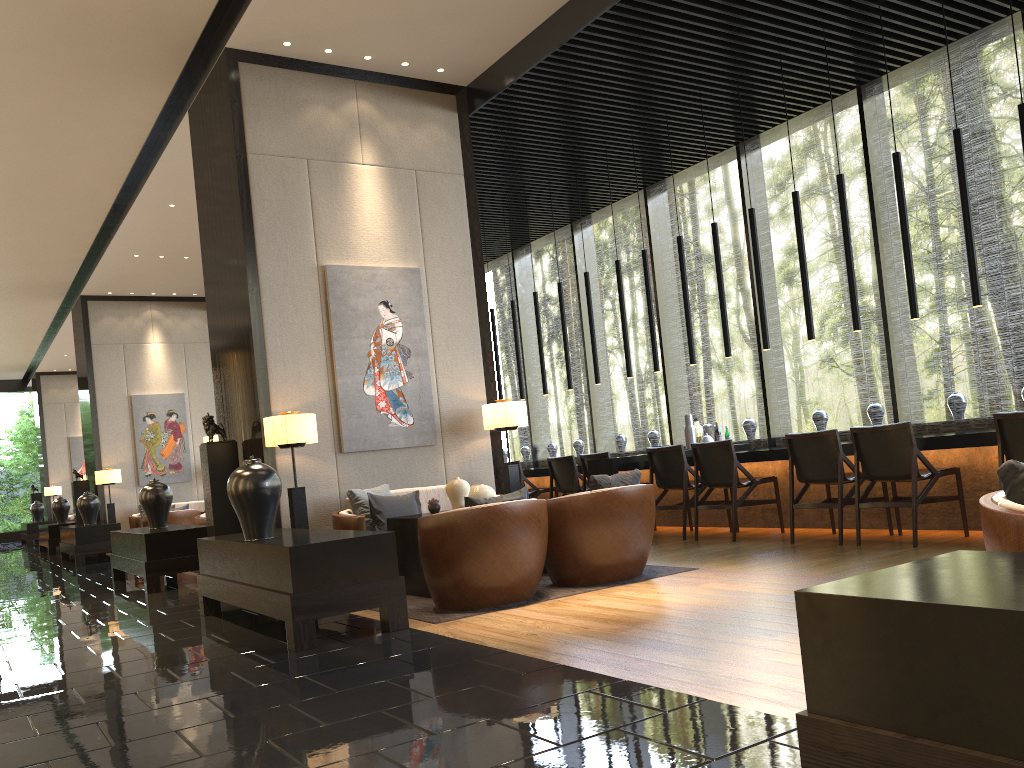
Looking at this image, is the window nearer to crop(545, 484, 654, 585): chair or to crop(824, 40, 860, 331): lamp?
crop(824, 40, 860, 331): lamp

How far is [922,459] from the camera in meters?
5.9

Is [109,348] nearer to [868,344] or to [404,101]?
[404,101]

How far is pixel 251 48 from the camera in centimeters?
693cm

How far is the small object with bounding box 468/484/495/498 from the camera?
6.2m

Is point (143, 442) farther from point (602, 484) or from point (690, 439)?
point (602, 484)

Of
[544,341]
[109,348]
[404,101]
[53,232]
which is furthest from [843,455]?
[544,341]

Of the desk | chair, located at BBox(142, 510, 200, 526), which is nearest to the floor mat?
the desk

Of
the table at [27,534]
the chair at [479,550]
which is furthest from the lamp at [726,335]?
the table at [27,534]

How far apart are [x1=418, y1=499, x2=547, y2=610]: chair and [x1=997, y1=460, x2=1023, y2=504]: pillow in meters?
2.9
